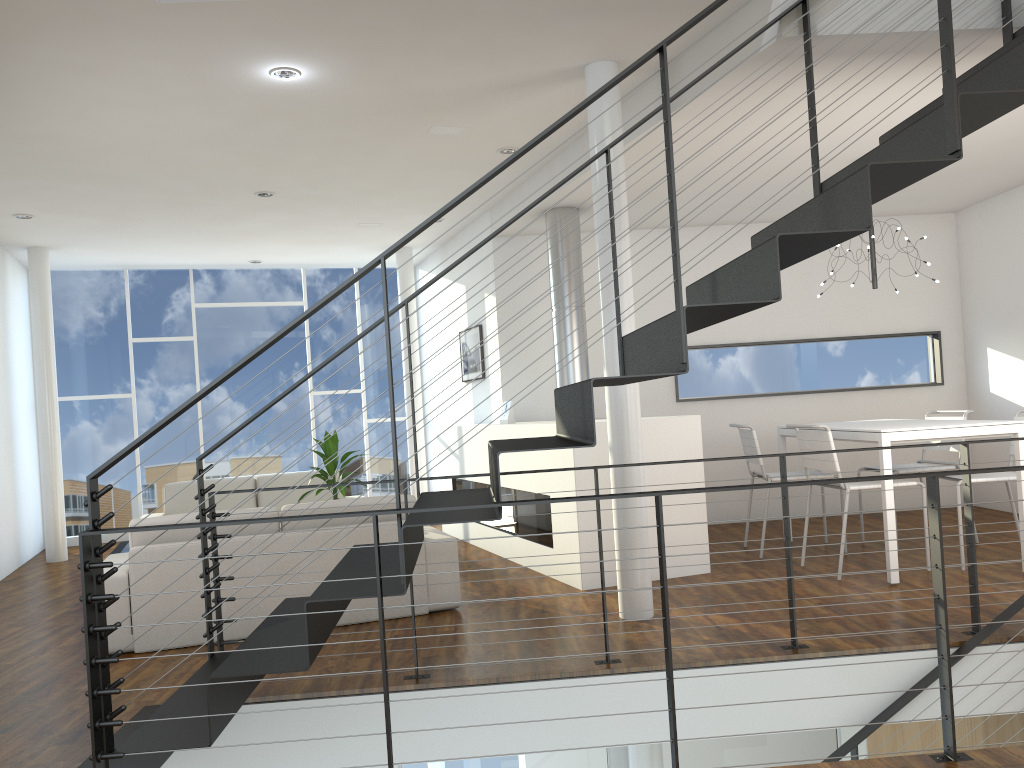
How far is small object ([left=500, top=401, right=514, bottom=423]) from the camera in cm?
592

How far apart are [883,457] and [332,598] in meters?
2.9 m

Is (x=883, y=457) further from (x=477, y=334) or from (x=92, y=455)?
(x=92, y=455)

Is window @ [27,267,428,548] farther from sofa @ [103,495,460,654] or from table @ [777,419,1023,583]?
table @ [777,419,1023,583]

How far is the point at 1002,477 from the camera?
4.36m

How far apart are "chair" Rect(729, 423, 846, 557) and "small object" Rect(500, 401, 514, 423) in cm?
151

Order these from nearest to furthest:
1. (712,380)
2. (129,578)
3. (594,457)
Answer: (129,578)
(594,457)
(712,380)

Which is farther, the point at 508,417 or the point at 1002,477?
the point at 508,417

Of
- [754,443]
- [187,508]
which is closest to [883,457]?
[754,443]

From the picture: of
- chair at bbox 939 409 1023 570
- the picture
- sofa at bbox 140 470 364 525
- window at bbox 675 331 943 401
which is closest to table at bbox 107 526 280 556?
sofa at bbox 140 470 364 525
